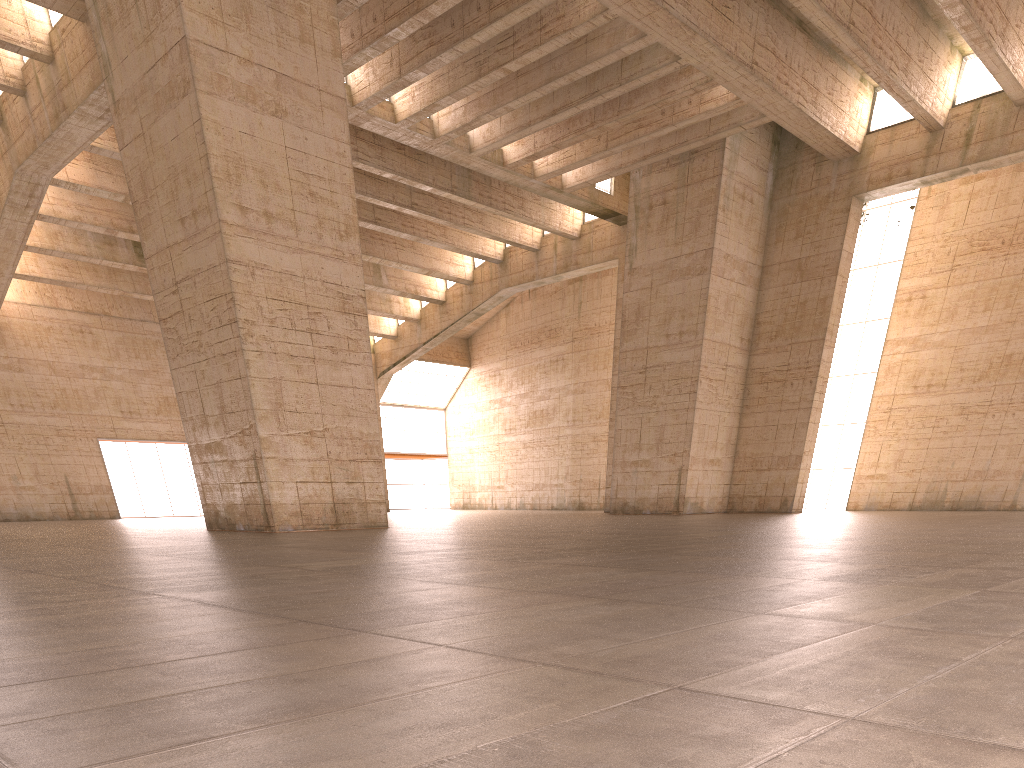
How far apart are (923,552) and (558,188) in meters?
26.0 m
